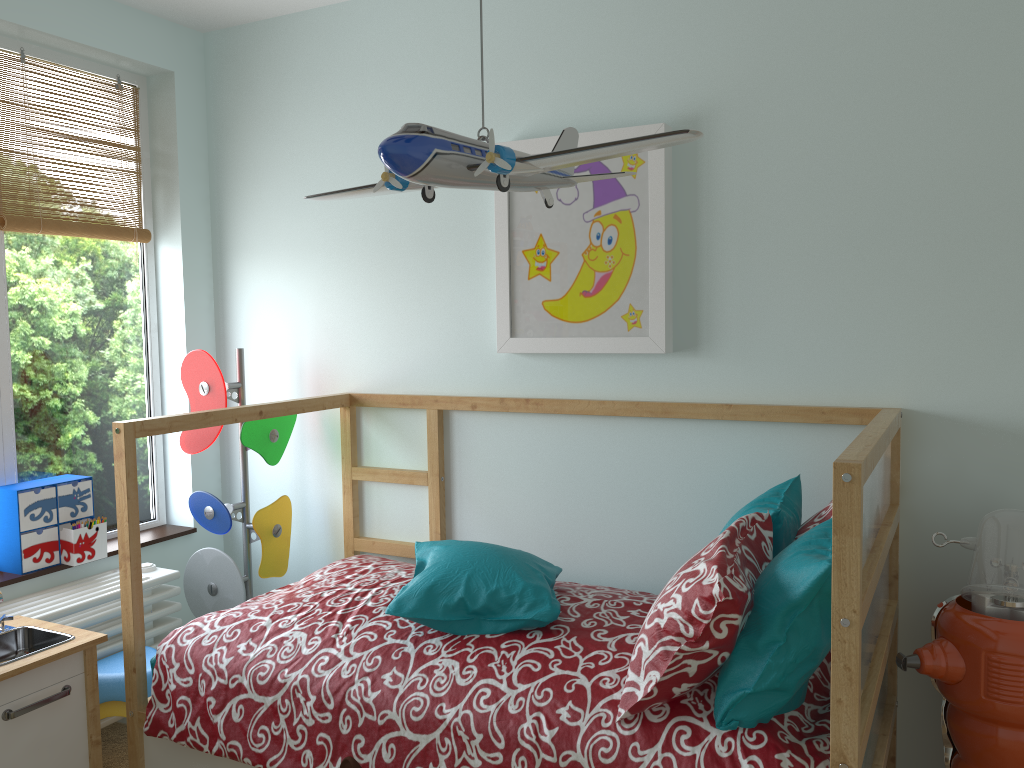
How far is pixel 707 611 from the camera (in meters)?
1.53

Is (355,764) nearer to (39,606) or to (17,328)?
(39,606)

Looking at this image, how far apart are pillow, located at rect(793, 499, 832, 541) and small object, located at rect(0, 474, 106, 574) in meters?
2.0 m

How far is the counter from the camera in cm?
192

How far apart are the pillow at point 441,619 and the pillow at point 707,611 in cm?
27

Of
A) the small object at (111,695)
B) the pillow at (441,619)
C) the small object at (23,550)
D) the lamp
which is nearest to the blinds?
the small object at (23,550)

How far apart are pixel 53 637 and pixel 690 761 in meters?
1.5

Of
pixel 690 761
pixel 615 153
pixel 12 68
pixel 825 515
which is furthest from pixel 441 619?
pixel 12 68

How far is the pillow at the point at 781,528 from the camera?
1.85m

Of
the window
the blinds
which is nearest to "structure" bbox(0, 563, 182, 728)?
the window
